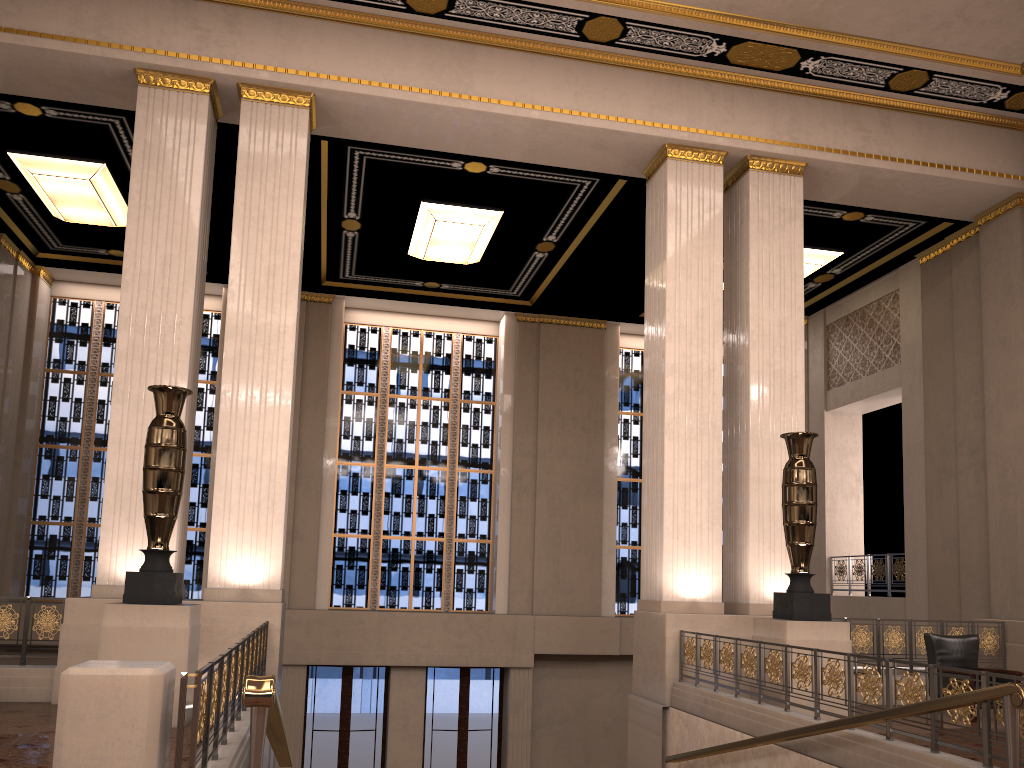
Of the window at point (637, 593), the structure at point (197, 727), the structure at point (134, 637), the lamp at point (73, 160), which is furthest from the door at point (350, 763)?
the structure at point (134, 637)

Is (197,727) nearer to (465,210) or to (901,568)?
(465,210)

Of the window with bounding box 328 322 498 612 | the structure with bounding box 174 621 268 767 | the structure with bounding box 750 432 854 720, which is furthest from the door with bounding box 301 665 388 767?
the structure with bounding box 750 432 854 720

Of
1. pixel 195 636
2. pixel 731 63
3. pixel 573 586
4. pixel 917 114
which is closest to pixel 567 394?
pixel 573 586

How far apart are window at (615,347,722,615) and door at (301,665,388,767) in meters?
4.5

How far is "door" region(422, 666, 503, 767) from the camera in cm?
1519

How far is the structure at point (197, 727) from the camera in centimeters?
361cm

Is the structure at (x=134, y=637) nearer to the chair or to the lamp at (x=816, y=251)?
the chair

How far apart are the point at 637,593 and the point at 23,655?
11.30m

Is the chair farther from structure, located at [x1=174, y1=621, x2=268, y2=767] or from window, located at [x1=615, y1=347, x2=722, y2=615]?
window, located at [x1=615, y1=347, x2=722, y2=615]
